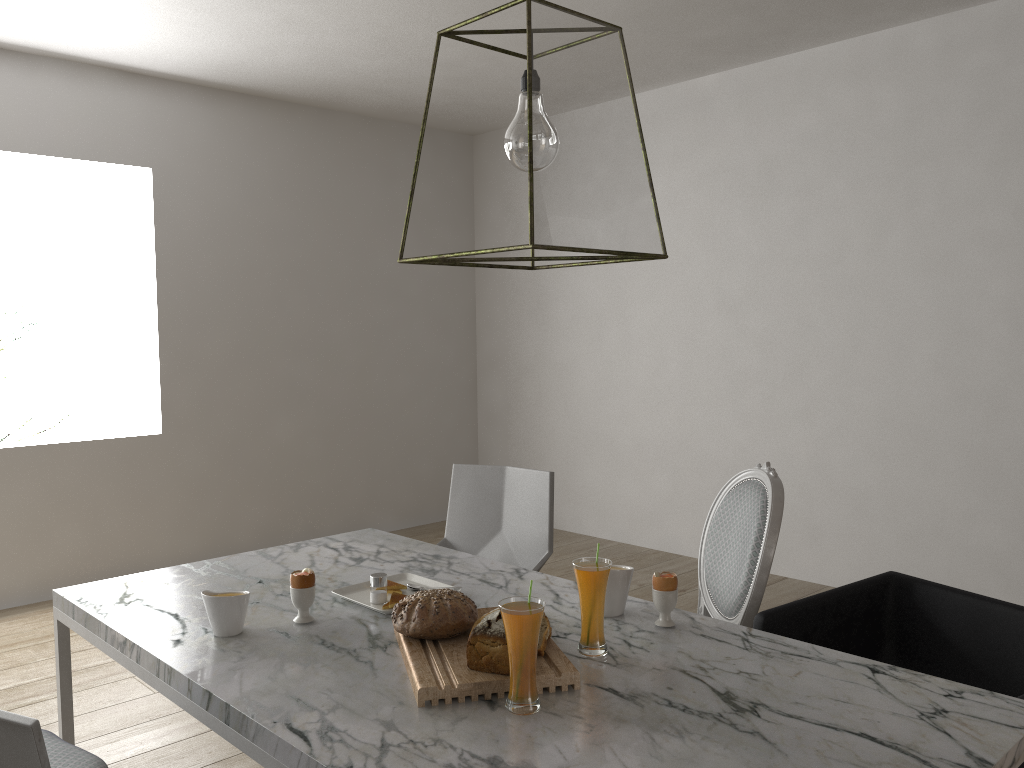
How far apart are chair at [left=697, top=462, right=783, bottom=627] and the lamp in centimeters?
81cm

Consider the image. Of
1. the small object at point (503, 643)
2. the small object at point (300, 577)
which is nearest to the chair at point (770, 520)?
the small object at point (503, 643)

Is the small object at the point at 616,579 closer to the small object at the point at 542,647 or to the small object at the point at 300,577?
the small object at the point at 542,647

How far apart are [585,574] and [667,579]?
0.2m

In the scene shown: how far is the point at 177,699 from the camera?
1.5m

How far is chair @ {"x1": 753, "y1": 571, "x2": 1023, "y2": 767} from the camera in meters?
1.8 m

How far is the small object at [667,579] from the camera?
1.7m

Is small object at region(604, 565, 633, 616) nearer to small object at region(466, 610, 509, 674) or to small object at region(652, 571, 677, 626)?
small object at region(652, 571, 677, 626)

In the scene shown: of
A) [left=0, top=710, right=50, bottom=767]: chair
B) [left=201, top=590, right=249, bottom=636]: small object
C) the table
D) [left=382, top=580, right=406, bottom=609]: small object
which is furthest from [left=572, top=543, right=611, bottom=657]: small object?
[left=0, top=710, right=50, bottom=767]: chair

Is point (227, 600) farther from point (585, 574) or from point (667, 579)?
point (667, 579)
